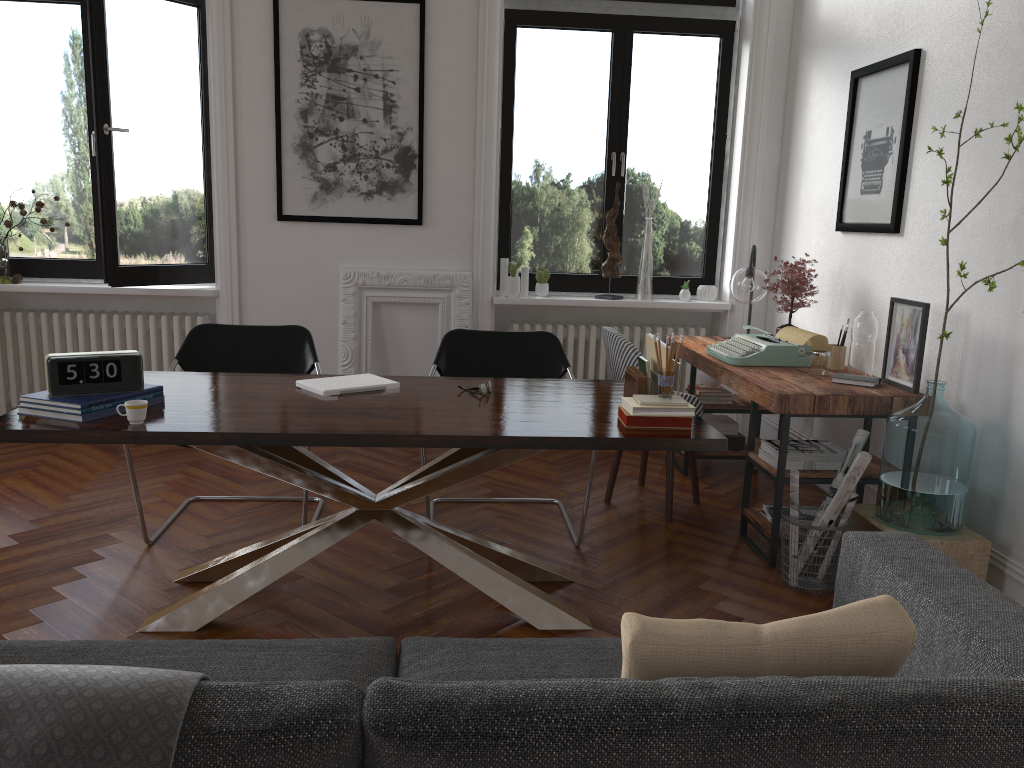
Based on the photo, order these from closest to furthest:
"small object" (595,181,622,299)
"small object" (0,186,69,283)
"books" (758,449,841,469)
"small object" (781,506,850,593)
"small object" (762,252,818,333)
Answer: "small object" (781,506,850,593)
"books" (758,449,841,469)
"small object" (762,252,818,333)
"small object" (0,186,69,283)
"small object" (595,181,622,299)

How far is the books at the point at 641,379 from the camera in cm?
309

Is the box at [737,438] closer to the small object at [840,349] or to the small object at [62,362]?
the small object at [840,349]

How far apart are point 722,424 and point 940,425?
1.9m

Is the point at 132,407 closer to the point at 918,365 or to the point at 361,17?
the point at 918,365

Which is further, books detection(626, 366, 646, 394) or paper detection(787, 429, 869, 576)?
paper detection(787, 429, 869, 576)

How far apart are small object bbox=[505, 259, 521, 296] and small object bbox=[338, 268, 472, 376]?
0.3m

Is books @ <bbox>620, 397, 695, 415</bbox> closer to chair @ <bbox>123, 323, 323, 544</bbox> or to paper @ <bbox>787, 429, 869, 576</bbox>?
paper @ <bbox>787, 429, 869, 576</bbox>

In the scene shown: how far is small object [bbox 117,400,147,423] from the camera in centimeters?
264cm

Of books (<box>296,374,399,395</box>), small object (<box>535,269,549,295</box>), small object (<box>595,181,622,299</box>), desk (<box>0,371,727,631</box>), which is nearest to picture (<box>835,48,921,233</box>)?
small object (<box>595,181,622,299</box>)
